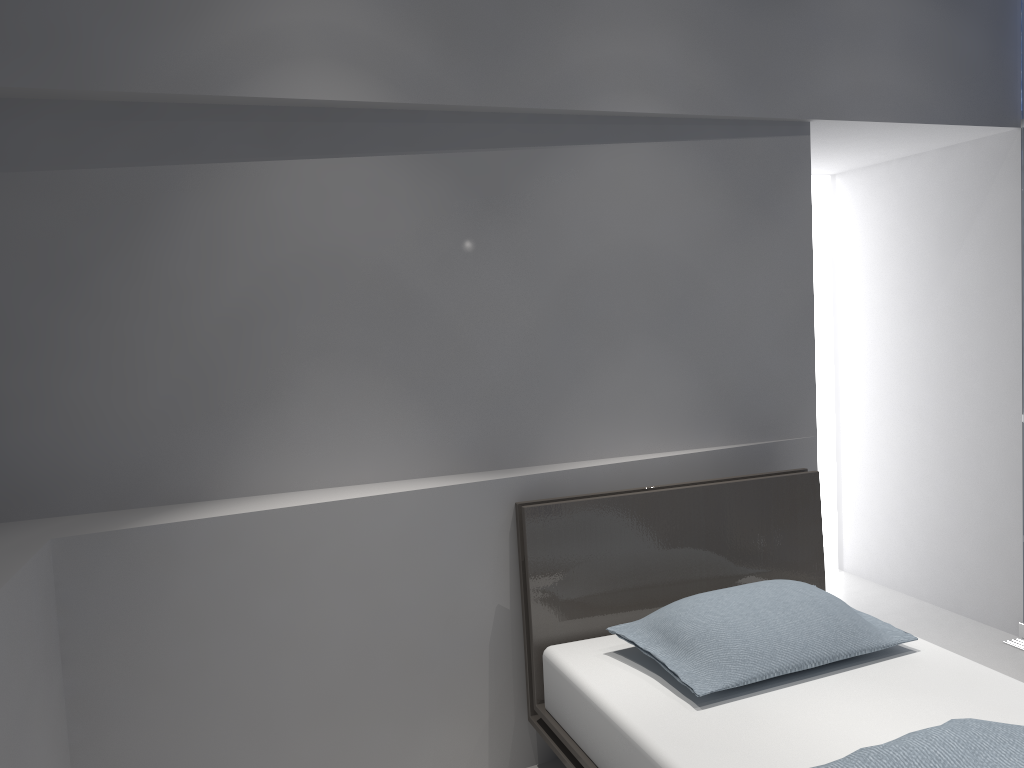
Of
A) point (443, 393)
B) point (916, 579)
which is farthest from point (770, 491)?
point (916, 579)

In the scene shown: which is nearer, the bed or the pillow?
the bed

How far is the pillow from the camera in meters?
2.2

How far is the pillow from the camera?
2.19m

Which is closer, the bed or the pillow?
the bed

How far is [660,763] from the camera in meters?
1.9

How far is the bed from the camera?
1.89m

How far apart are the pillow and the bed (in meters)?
0.04

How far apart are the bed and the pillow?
0.04m
